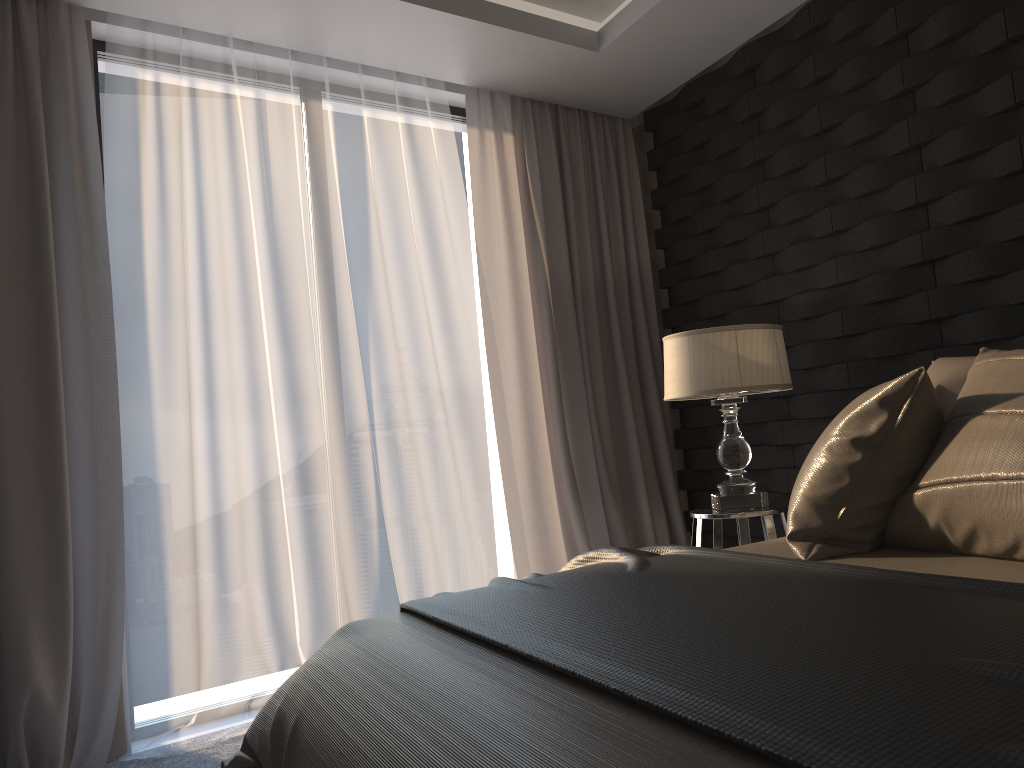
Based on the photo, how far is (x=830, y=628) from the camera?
1.14m

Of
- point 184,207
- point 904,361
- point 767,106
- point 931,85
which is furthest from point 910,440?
point 184,207

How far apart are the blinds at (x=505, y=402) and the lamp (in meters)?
0.81

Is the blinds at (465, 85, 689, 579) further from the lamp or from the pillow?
the pillow

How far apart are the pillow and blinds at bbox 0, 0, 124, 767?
2.2m

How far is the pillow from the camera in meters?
1.5 m

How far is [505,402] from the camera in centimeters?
390cm

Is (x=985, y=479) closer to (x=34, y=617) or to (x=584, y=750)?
(x=584, y=750)

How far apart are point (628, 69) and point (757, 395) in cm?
152

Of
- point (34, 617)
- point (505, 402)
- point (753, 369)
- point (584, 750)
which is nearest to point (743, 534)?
point (753, 369)
